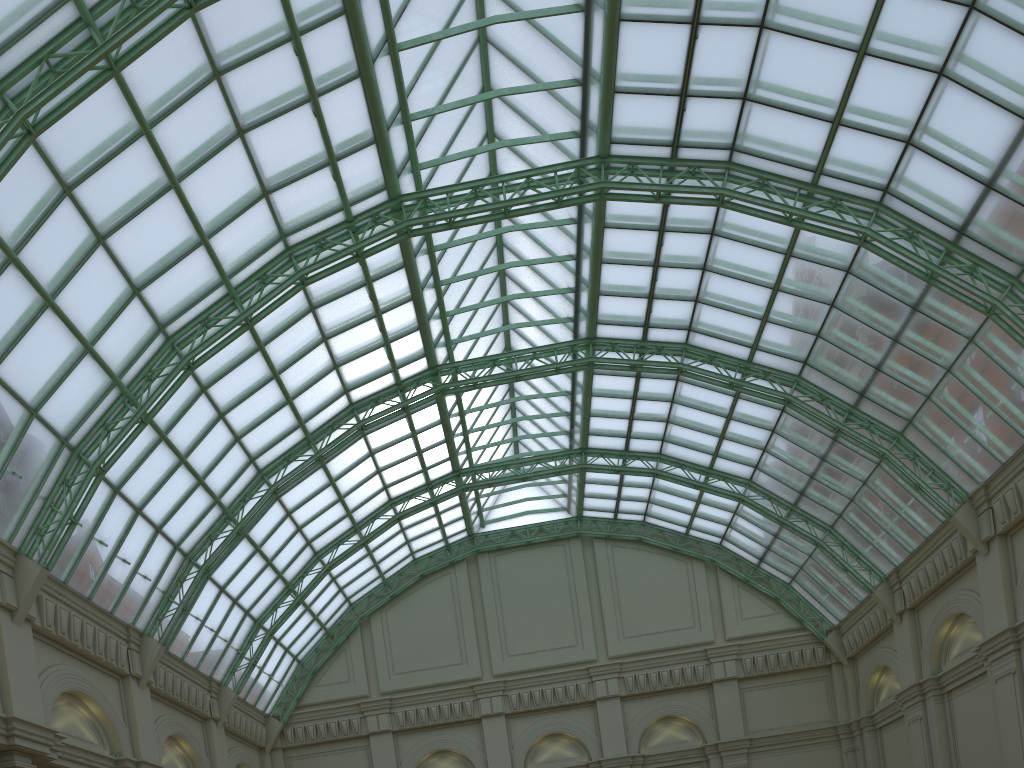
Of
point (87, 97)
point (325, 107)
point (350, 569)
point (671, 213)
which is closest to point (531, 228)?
point (671, 213)

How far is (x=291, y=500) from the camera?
41.63m
